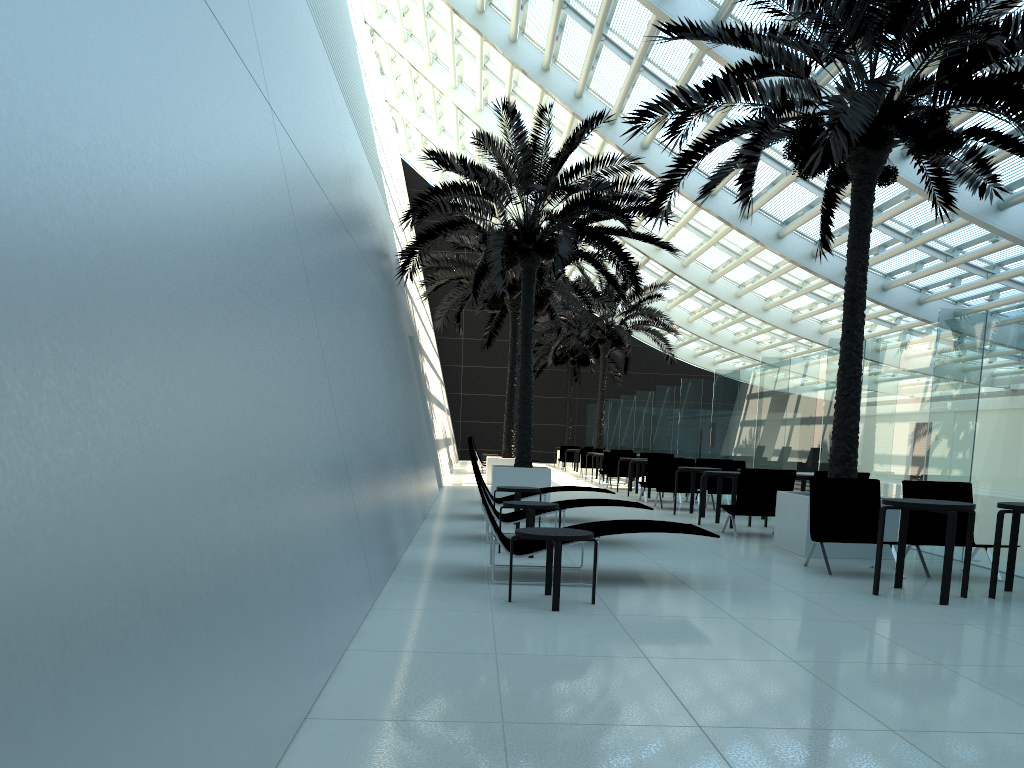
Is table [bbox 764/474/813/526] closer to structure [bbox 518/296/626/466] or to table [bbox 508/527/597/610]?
table [bbox 508/527/597/610]

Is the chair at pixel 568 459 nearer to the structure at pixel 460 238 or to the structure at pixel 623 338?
the structure at pixel 623 338

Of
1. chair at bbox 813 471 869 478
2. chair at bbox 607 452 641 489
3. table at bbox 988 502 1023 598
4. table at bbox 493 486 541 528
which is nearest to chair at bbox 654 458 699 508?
chair at bbox 813 471 869 478

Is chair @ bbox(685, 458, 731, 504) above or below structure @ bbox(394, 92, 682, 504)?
below

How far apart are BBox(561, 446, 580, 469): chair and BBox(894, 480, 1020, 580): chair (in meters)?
24.20

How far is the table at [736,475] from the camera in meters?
12.1

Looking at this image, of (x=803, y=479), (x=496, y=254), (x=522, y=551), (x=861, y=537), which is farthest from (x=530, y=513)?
(x=496, y=254)

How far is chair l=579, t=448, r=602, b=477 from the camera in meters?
27.0

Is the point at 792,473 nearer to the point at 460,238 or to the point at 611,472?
A: the point at 611,472

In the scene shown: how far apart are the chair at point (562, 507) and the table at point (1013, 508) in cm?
375
